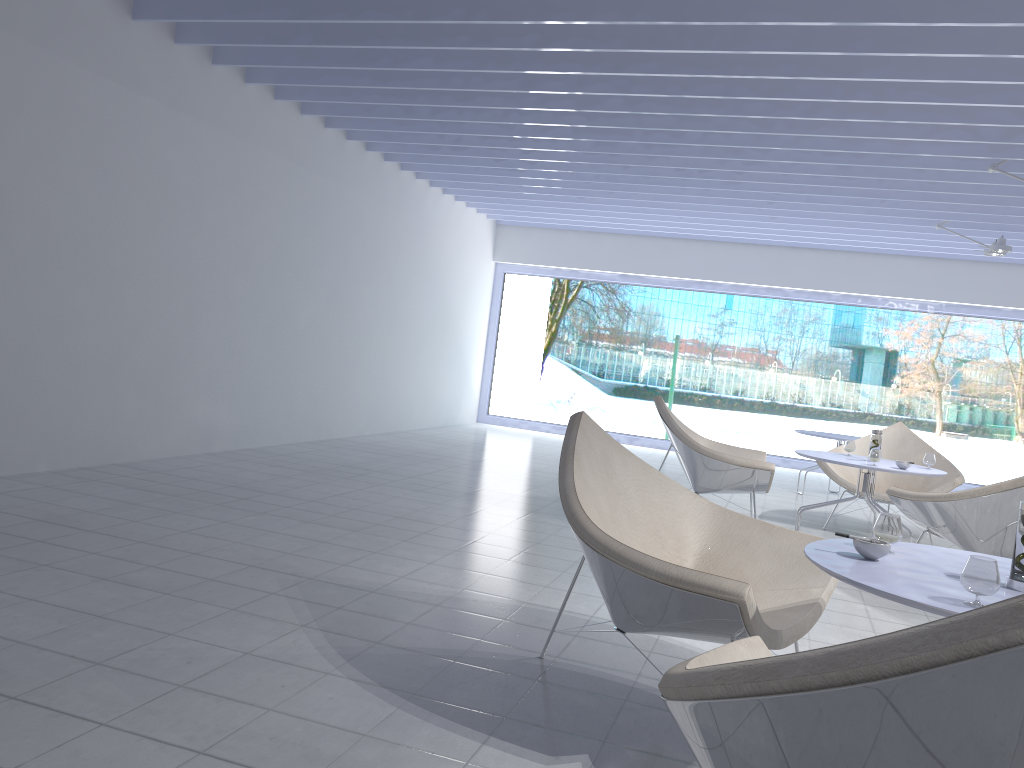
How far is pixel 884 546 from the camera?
2.0 meters

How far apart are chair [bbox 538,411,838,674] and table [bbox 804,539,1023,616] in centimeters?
15cm

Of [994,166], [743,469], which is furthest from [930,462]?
[994,166]

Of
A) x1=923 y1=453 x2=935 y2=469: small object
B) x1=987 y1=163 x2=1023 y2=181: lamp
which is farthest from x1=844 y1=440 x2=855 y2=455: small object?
x1=987 y1=163 x2=1023 y2=181: lamp

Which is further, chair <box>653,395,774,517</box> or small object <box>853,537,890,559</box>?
chair <box>653,395,774,517</box>

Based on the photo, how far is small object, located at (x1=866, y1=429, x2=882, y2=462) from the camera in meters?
5.1

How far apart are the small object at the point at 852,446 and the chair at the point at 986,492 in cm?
94

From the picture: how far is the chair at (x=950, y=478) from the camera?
5.8 meters

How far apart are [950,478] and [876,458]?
1.3m

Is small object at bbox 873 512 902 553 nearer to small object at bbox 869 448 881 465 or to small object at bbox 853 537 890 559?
small object at bbox 853 537 890 559
